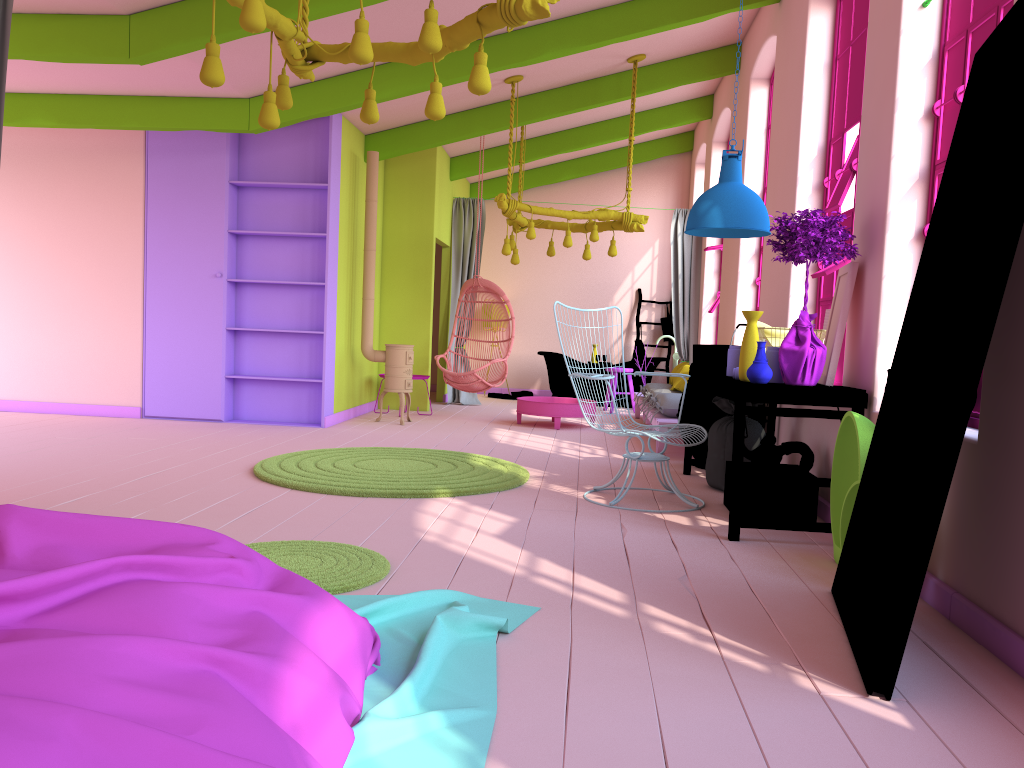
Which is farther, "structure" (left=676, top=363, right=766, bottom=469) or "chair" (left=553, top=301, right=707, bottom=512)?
"structure" (left=676, top=363, right=766, bottom=469)

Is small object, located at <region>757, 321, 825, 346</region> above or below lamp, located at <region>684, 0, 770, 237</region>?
below

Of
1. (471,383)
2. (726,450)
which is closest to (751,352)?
(726,450)

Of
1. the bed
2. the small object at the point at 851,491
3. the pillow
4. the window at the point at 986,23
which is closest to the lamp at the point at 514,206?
the pillow

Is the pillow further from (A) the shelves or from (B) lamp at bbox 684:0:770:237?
(A) the shelves

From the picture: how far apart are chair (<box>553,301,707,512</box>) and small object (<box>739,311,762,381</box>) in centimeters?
66cm

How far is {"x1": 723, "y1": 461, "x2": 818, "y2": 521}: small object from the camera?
A: 5.0 meters

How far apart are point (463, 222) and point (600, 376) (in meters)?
7.07

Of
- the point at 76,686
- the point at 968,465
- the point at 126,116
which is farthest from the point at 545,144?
the point at 76,686

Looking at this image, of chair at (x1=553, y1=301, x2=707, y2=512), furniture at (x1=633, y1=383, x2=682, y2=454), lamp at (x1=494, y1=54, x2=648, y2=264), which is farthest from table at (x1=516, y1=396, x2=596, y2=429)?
chair at (x1=553, y1=301, x2=707, y2=512)
